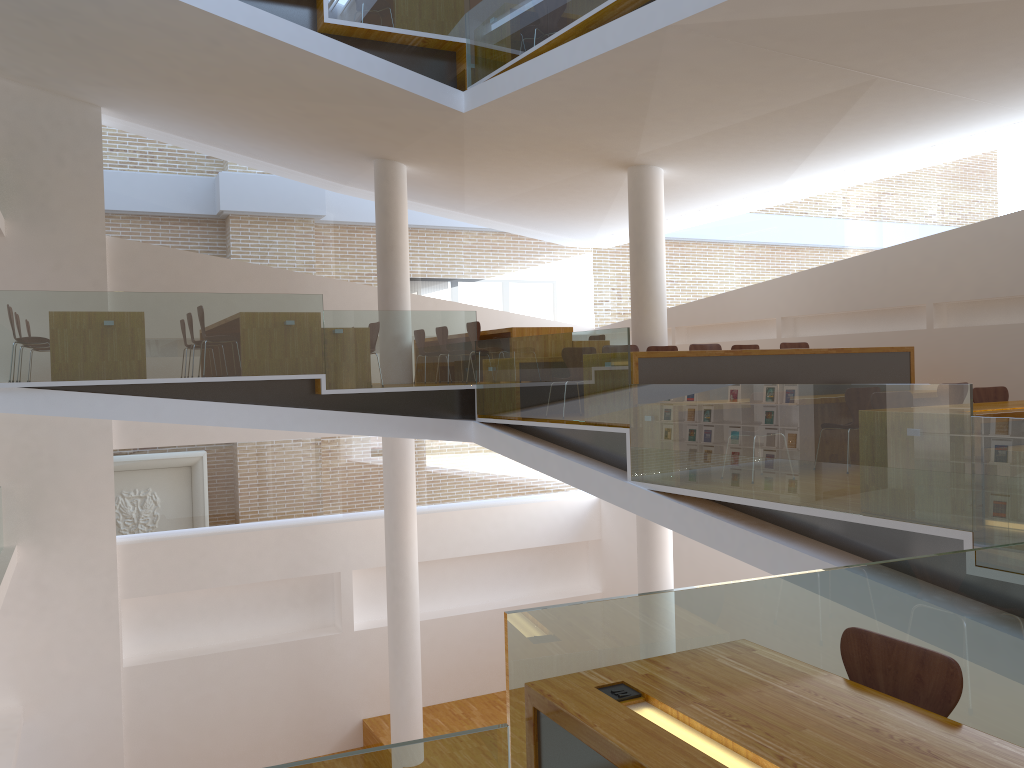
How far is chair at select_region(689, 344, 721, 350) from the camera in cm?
858

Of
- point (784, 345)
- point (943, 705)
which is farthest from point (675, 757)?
point (784, 345)

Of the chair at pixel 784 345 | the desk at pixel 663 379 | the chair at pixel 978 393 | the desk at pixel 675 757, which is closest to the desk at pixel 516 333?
the chair at pixel 784 345

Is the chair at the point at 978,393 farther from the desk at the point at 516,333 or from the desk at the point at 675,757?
the desk at the point at 516,333

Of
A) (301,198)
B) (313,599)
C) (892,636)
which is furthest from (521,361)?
(313,599)

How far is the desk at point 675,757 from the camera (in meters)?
1.92

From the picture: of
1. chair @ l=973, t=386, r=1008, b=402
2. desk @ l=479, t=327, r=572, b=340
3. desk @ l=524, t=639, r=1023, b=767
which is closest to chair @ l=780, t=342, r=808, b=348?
desk @ l=479, t=327, r=572, b=340

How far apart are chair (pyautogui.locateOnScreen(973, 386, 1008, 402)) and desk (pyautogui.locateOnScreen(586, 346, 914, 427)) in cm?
170

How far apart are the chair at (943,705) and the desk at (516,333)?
7.3m

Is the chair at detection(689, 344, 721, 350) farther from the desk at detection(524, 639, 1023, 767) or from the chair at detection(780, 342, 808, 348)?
the desk at detection(524, 639, 1023, 767)
